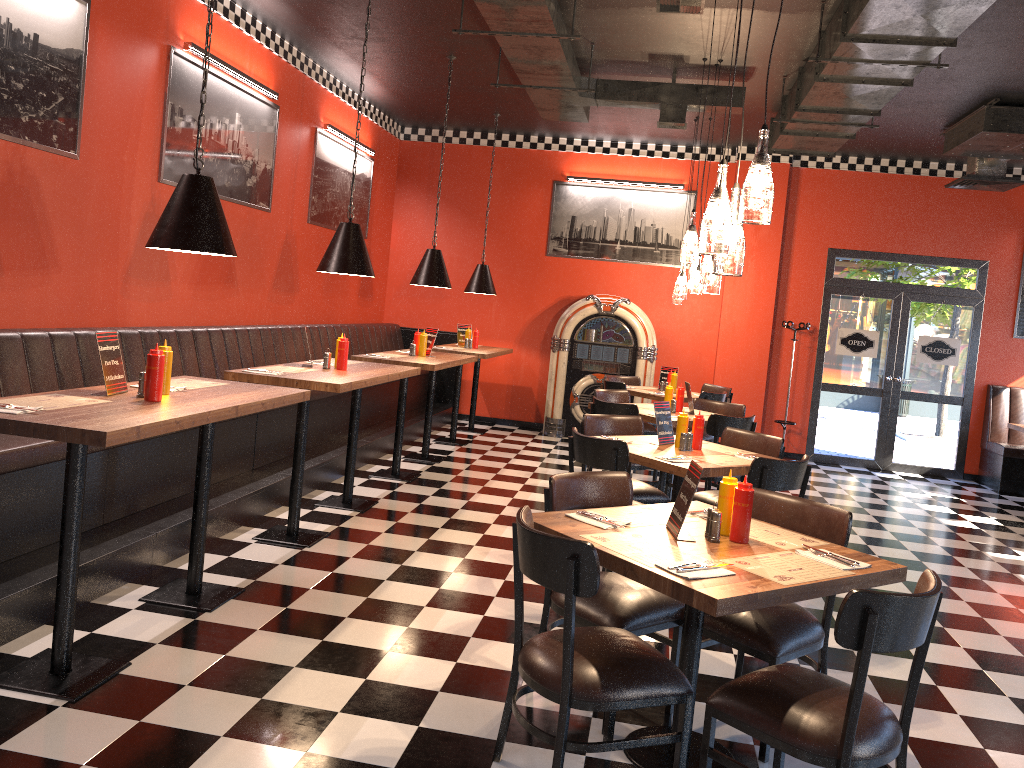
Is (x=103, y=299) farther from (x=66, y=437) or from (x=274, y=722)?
(x=274, y=722)

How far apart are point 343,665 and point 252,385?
1.54m

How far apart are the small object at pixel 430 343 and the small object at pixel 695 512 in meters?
4.7

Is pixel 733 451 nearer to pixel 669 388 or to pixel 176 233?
pixel 669 388

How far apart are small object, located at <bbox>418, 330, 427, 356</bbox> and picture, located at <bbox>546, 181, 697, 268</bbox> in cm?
364

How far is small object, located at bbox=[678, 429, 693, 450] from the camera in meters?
5.2

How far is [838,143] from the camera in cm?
809

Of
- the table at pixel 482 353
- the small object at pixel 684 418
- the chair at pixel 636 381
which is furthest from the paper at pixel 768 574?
the chair at pixel 636 381

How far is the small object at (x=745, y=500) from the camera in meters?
3.1 m

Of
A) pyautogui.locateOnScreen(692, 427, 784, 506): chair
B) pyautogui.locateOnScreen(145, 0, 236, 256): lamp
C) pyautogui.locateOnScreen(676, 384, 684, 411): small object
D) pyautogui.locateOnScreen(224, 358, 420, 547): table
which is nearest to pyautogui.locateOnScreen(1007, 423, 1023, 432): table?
pyautogui.locateOnScreen(676, 384, 684, 411): small object
